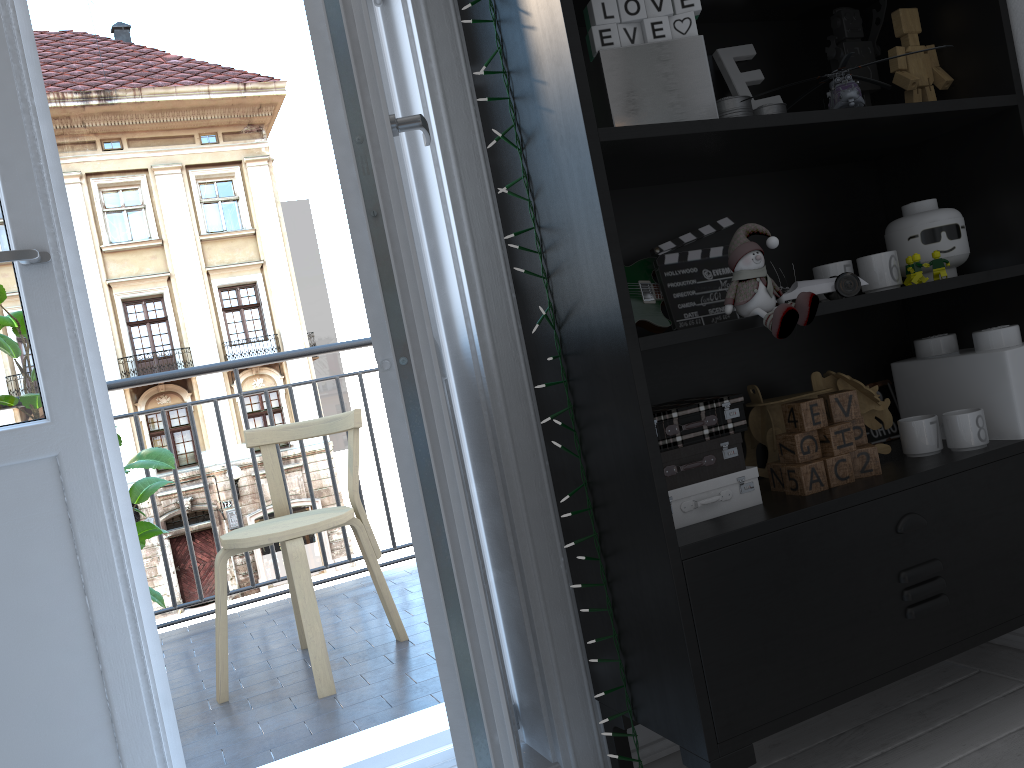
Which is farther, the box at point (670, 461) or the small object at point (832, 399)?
the small object at point (832, 399)

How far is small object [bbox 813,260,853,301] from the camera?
1.57m

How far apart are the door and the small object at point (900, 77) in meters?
0.9 m

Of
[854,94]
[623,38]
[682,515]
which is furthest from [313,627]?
[854,94]

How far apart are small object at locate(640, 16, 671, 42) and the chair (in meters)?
1.54

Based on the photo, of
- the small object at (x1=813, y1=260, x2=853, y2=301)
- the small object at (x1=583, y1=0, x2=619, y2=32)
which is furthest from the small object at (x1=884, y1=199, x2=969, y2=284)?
the small object at (x1=583, y1=0, x2=619, y2=32)

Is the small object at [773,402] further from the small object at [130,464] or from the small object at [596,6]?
the small object at [130,464]

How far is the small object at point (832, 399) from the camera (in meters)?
1.51

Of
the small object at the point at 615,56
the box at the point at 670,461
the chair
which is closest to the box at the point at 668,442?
the box at the point at 670,461

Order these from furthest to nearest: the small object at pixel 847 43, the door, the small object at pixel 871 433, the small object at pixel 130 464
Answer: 1. the small object at pixel 130 464
2. the small object at pixel 871 433
3. the small object at pixel 847 43
4. the door
